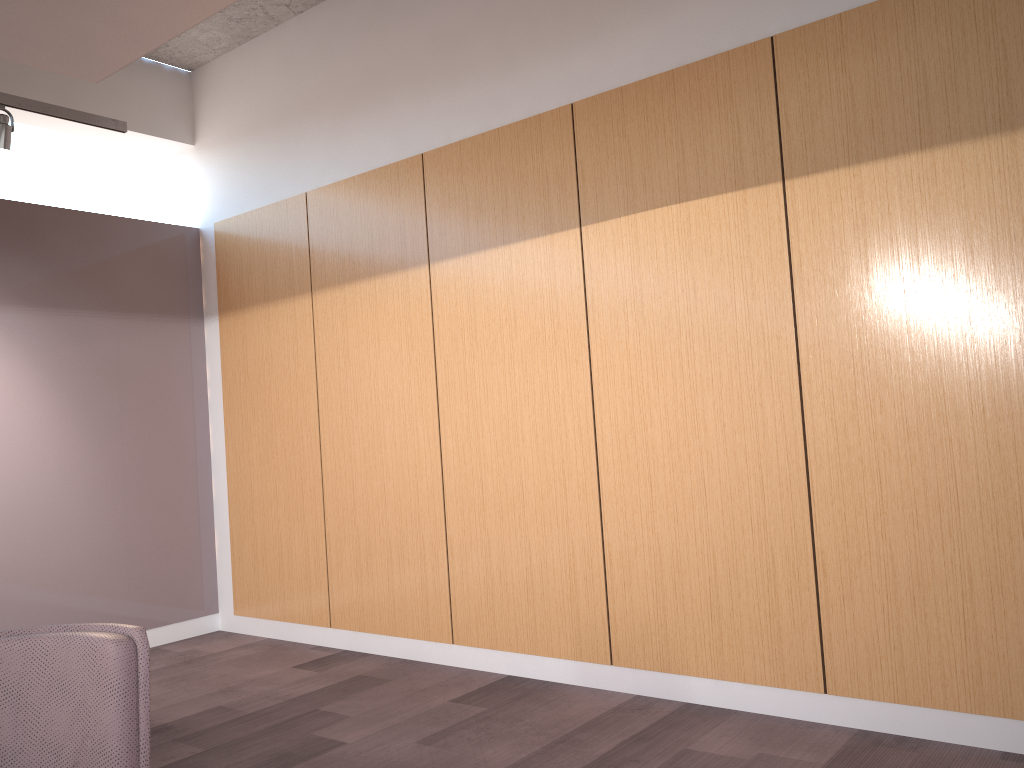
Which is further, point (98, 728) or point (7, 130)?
point (7, 130)

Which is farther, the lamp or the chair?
the lamp

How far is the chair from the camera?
2.05m

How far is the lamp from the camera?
4.5 meters

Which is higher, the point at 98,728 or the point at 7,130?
the point at 7,130

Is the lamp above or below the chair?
above

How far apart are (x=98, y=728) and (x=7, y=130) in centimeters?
356cm

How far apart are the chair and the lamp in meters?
3.2 m

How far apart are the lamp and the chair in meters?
3.2

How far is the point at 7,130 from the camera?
4.5 meters
